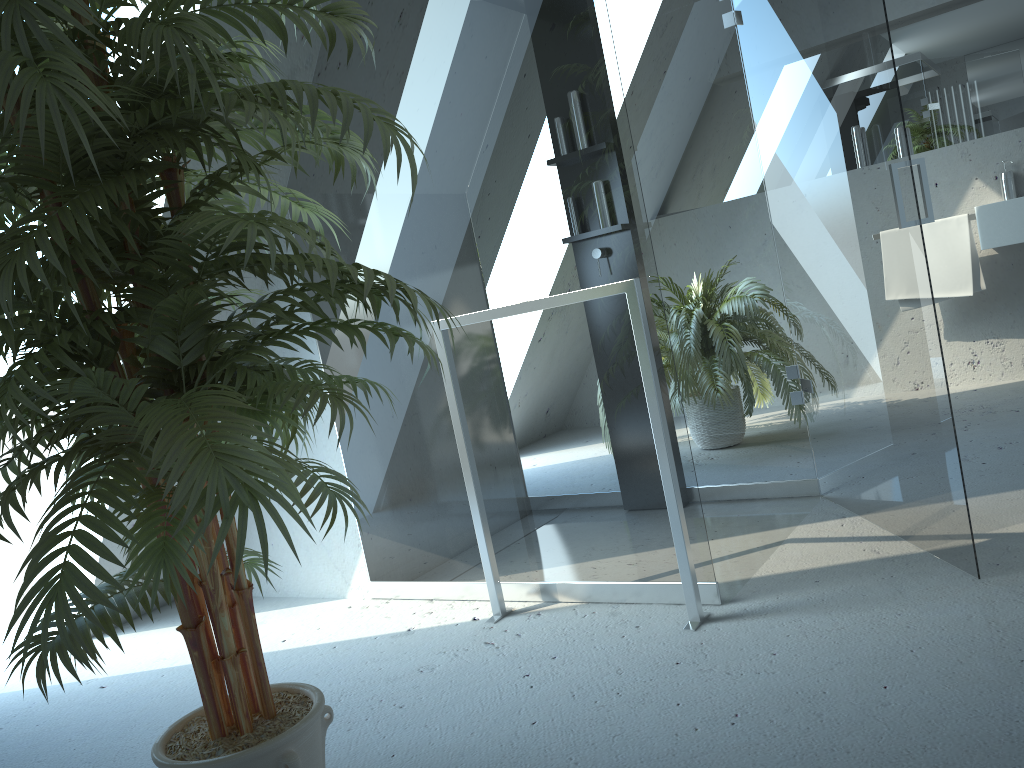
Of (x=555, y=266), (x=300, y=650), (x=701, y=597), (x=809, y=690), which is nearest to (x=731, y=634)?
(x=701, y=597)

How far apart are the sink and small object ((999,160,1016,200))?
0.3m

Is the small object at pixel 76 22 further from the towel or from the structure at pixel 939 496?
the towel

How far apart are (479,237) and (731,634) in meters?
1.2

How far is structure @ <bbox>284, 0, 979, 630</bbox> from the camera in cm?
221

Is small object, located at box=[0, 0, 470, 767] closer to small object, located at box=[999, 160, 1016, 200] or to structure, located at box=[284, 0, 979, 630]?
structure, located at box=[284, 0, 979, 630]

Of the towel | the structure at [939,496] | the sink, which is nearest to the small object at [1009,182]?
the towel

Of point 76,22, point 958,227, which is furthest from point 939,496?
point 958,227

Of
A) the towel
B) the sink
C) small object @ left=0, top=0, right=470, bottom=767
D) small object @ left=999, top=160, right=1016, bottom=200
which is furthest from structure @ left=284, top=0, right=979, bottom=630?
small object @ left=999, top=160, right=1016, bottom=200

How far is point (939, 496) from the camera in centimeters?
221cm
